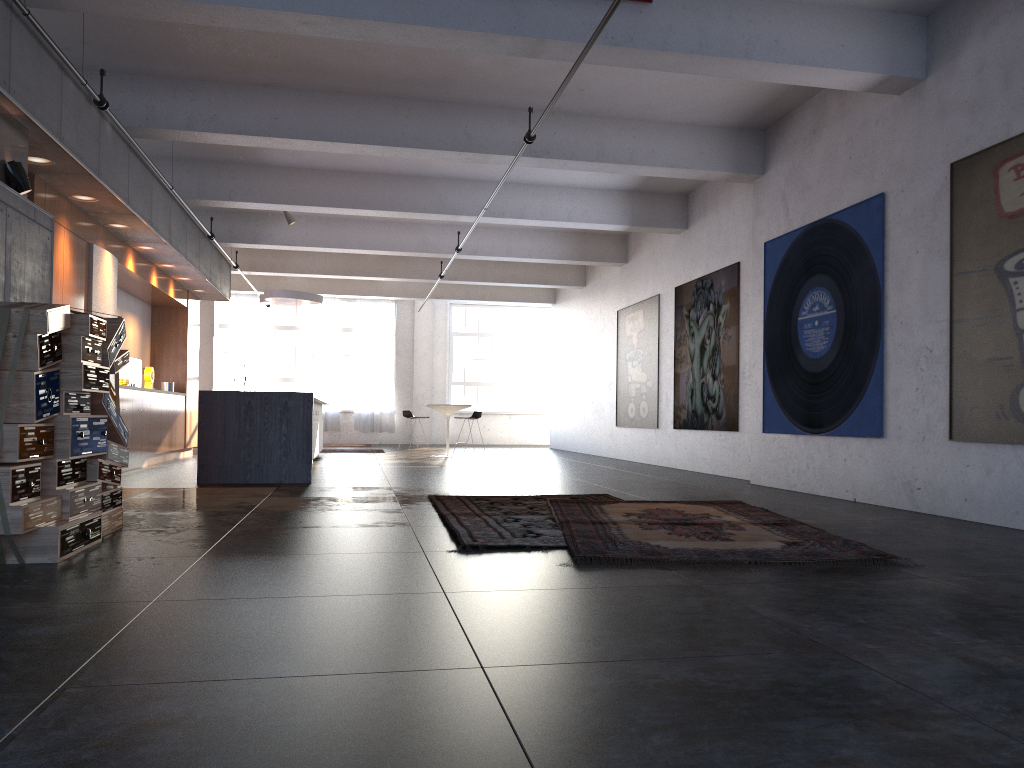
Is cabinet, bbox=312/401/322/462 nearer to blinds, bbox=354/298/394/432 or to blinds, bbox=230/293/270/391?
blinds, bbox=354/298/394/432

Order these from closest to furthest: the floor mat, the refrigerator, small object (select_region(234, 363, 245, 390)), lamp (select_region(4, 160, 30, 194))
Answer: the floor mat → lamp (select_region(4, 160, 30, 194)) → the refrigerator → small object (select_region(234, 363, 245, 390))

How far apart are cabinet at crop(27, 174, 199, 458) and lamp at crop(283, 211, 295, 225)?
1.99m

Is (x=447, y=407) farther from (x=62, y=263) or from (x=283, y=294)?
(x=62, y=263)

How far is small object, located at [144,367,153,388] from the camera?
13.40m

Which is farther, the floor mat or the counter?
the counter

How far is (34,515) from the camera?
4.2m

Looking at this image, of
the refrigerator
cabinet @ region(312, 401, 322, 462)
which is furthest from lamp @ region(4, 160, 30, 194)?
cabinet @ region(312, 401, 322, 462)

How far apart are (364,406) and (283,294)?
8.42m

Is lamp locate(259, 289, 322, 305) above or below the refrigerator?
above
